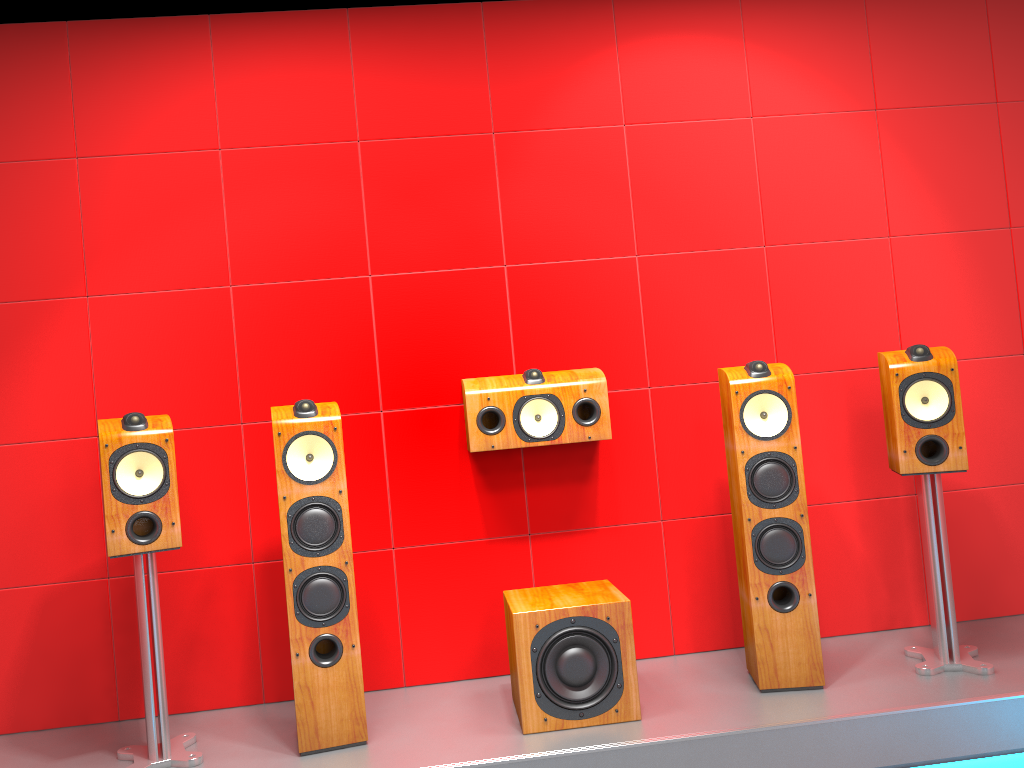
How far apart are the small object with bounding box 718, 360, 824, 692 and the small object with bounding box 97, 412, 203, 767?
1.7m

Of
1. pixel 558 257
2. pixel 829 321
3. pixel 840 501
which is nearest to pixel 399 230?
pixel 558 257

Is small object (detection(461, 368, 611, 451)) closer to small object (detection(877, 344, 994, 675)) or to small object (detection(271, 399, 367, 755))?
small object (detection(271, 399, 367, 755))

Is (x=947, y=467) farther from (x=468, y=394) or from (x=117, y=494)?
(x=117, y=494)

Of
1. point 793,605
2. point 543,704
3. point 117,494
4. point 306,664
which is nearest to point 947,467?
point 793,605

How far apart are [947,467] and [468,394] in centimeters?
157cm

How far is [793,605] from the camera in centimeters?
280cm

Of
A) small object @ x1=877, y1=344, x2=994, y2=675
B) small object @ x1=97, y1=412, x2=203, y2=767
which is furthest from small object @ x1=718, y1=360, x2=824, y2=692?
small object @ x1=97, y1=412, x2=203, y2=767

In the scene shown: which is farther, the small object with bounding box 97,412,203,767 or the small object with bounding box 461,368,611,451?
the small object with bounding box 461,368,611,451

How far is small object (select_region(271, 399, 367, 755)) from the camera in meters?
2.6 m
